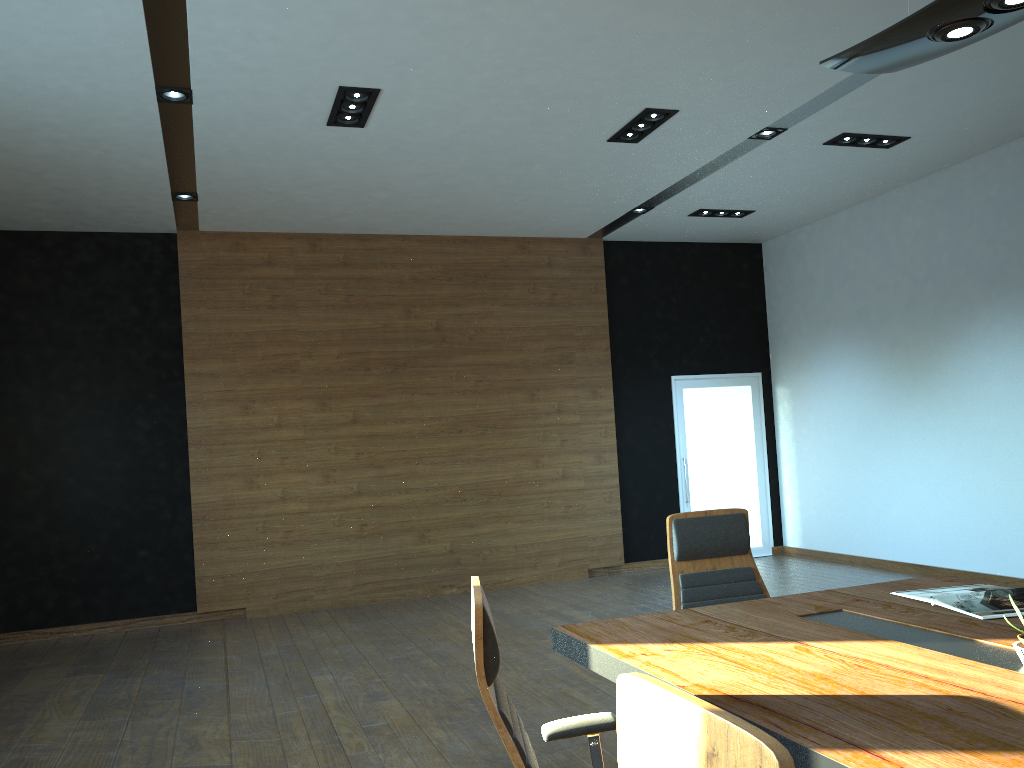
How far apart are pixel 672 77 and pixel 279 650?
5.02m

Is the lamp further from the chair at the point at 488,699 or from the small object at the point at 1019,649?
the chair at the point at 488,699

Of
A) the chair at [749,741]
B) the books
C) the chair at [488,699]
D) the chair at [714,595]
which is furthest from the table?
the chair at [749,741]

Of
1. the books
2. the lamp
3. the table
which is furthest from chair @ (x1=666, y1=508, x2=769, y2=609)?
the lamp

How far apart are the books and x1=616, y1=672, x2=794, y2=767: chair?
2.1 meters

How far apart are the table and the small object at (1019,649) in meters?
0.0

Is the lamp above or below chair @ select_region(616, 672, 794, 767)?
above

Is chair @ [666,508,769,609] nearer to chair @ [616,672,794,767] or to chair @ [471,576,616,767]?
chair @ [471,576,616,767]

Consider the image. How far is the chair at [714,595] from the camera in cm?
378

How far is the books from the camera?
2.9 meters
